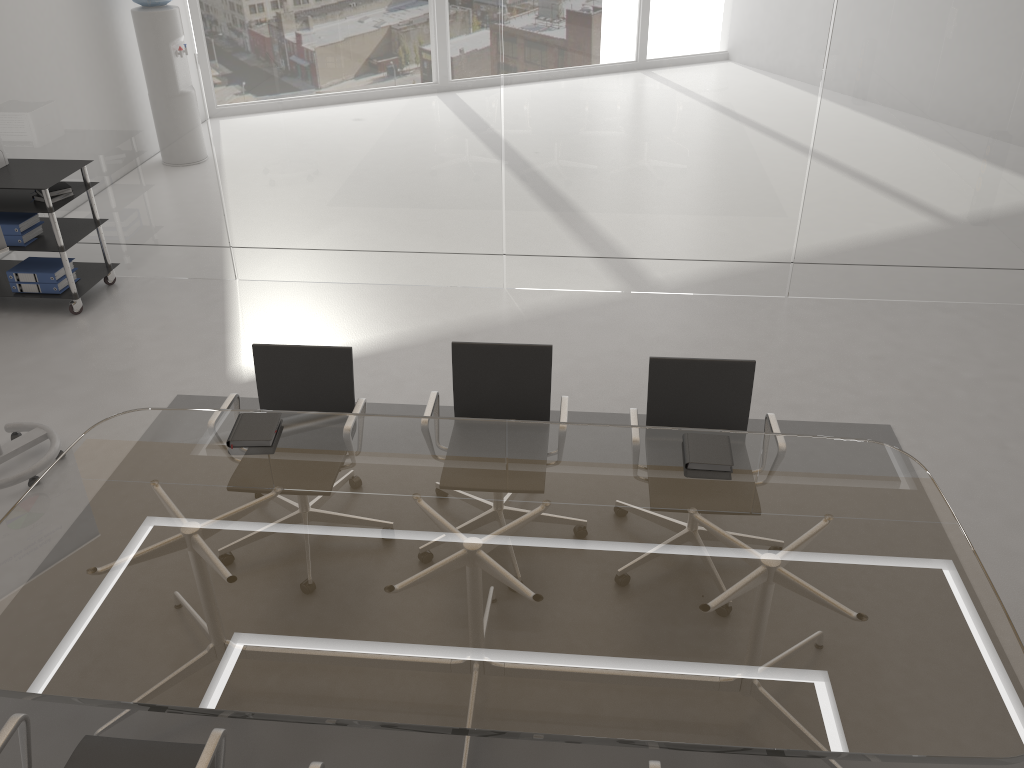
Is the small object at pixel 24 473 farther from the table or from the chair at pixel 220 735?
the chair at pixel 220 735

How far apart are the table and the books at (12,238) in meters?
2.9

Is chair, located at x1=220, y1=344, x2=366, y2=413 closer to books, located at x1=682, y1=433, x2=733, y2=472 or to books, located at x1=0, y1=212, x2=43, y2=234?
books, located at x1=682, y1=433, x2=733, y2=472

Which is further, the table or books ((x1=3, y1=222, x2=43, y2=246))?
books ((x1=3, y1=222, x2=43, y2=246))

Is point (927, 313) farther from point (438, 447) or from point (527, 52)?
point (438, 447)

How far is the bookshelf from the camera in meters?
5.4 m

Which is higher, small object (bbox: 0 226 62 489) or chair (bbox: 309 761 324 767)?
chair (bbox: 309 761 324 767)

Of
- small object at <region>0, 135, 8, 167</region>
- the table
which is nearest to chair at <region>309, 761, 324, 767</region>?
the table

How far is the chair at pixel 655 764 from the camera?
2.2m

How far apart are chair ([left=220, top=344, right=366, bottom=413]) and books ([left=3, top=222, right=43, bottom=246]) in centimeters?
280cm
